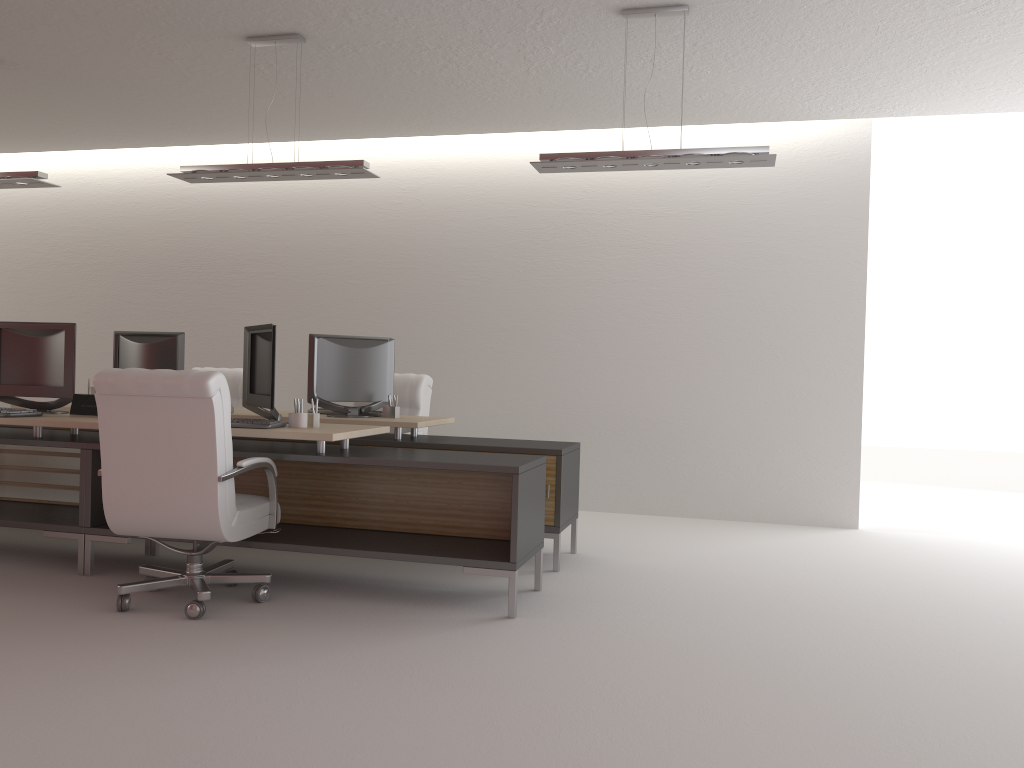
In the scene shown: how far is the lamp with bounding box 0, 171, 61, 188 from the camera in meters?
8.3 m

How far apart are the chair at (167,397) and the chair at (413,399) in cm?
303

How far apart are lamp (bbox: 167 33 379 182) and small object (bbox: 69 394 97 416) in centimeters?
211cm

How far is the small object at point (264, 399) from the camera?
6.75m

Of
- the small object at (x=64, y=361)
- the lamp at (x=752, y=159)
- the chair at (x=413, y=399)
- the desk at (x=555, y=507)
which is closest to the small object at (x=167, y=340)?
the desk at (x=555, y=507)

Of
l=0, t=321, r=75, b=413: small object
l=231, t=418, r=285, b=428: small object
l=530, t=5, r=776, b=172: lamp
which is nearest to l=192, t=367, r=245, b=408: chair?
l=0, t=321, r=75, b=413: small object

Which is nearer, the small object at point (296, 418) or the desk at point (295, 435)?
the desk at point (295, 435)

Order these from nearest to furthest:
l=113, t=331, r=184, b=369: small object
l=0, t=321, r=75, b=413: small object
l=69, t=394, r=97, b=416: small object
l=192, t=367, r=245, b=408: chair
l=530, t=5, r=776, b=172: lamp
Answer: l=530, t=5, r=776, b=172: lamp → l=69, t=394, r=97, b=416: small object → l=0, t=321, r=75, b=413: small object → l=113, t=331, r=184, b=369: small object → l=192, t=367, r=245, b=408: chair

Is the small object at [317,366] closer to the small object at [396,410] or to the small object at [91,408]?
the small object at [396,410]

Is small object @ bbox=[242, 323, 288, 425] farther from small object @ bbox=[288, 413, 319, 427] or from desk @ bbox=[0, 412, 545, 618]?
desk @ bbox=[0, 412, 545, 618]
